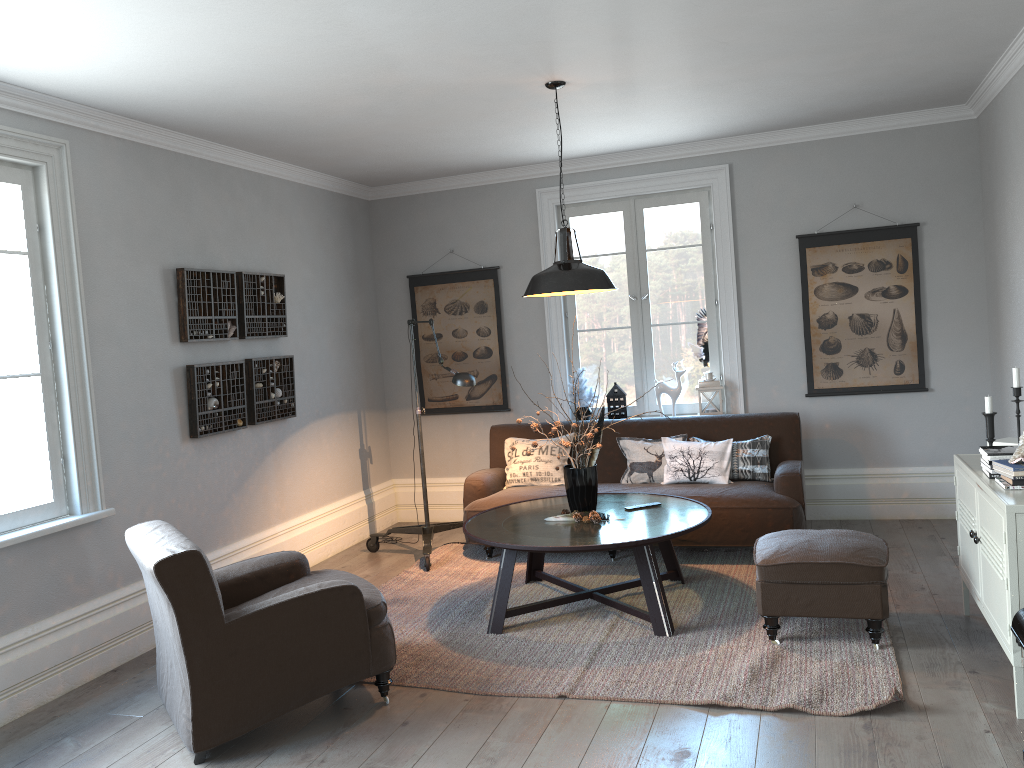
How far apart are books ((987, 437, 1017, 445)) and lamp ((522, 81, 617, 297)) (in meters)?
1.90

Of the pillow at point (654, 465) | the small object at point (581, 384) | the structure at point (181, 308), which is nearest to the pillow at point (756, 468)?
the pillow at point (654, 465)

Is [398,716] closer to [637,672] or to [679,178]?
[637,672]

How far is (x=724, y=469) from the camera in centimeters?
558cm

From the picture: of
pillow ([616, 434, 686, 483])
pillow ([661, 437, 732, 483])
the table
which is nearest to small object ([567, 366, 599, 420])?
pillow ([616, 434, 686, 483])

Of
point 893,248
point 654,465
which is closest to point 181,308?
point 654,465

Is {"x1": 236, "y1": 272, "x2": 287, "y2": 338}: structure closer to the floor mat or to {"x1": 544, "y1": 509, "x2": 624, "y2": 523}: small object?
the floor mat

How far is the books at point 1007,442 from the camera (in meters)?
3.92

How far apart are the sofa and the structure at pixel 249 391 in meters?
1.3

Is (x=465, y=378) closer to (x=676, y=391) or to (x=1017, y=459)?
(x=676, y=391)
